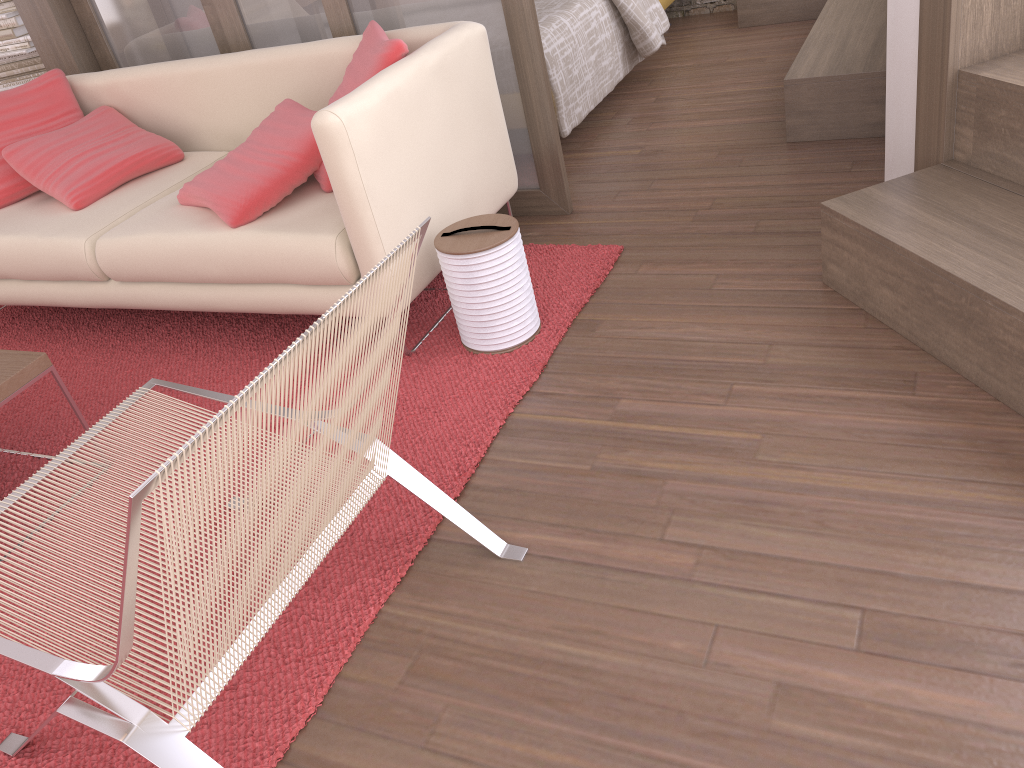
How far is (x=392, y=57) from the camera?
2.5 meters

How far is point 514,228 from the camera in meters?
2.4

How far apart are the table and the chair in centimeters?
45cm

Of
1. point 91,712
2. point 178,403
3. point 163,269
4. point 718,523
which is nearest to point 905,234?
point 718,523

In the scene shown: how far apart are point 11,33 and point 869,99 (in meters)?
4.14

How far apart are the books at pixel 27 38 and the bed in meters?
2.6

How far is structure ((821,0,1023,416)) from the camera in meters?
1.9

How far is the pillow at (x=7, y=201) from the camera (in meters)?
3.31

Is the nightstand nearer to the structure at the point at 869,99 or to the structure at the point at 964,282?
the structure at the point at 869,99

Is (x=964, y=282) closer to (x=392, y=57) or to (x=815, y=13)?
(x=392, y=57)
